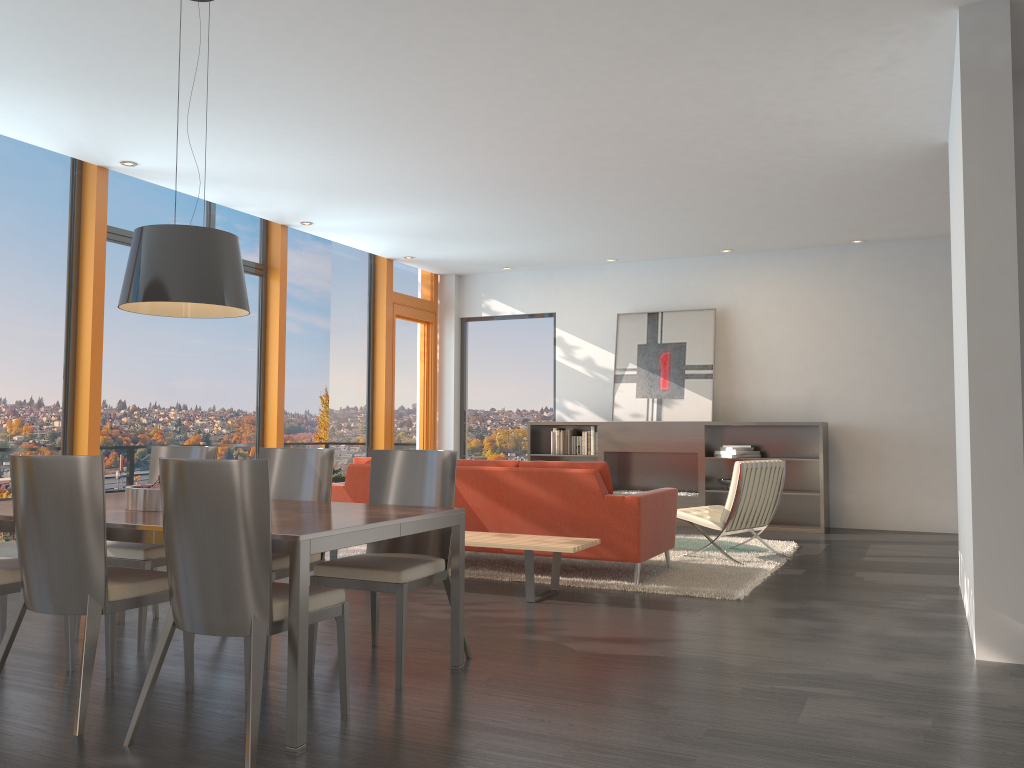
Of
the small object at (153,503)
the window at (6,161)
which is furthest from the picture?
the small object at (153,503)

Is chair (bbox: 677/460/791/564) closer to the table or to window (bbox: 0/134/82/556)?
the table

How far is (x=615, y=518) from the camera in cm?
592

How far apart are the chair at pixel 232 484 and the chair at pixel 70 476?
0.24m

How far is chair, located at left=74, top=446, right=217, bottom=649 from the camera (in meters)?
4.32

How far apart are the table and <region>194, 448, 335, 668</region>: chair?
0.23m

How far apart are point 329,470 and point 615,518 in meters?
2.2 m

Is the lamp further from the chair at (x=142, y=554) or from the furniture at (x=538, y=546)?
the furniture at (x=538, y=546)

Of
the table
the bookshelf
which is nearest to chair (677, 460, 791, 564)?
the bookshelf

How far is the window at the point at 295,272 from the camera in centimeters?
953cm
